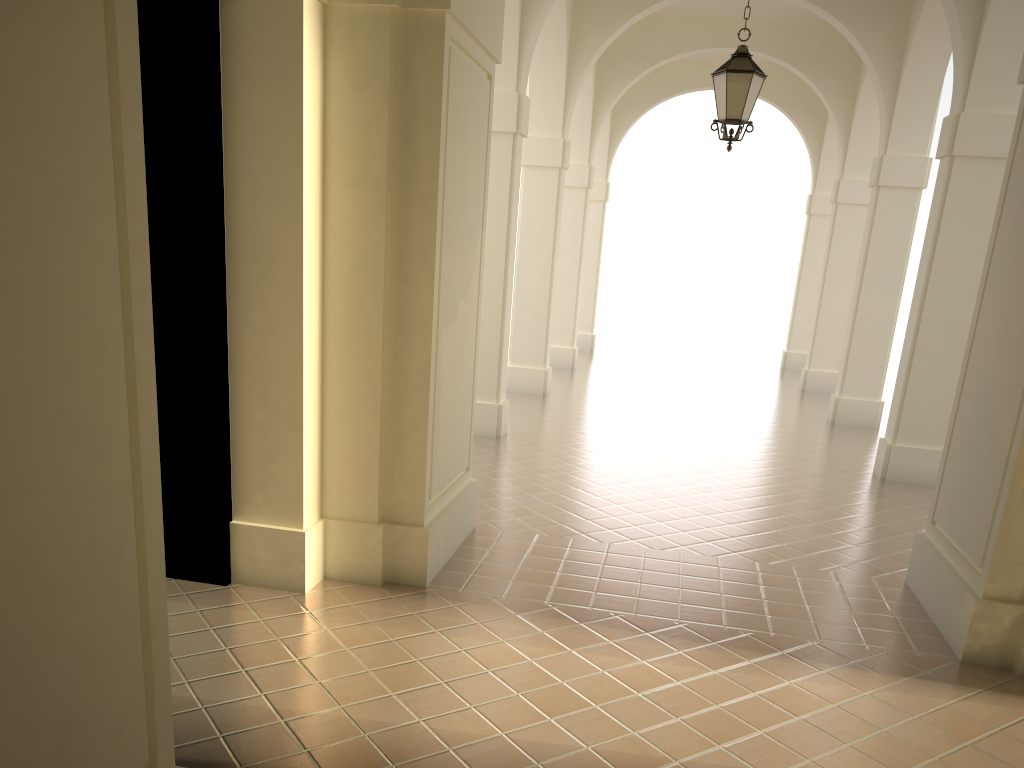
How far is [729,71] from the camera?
8.2m

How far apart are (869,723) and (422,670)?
2.3 meters

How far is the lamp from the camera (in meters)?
8.25
